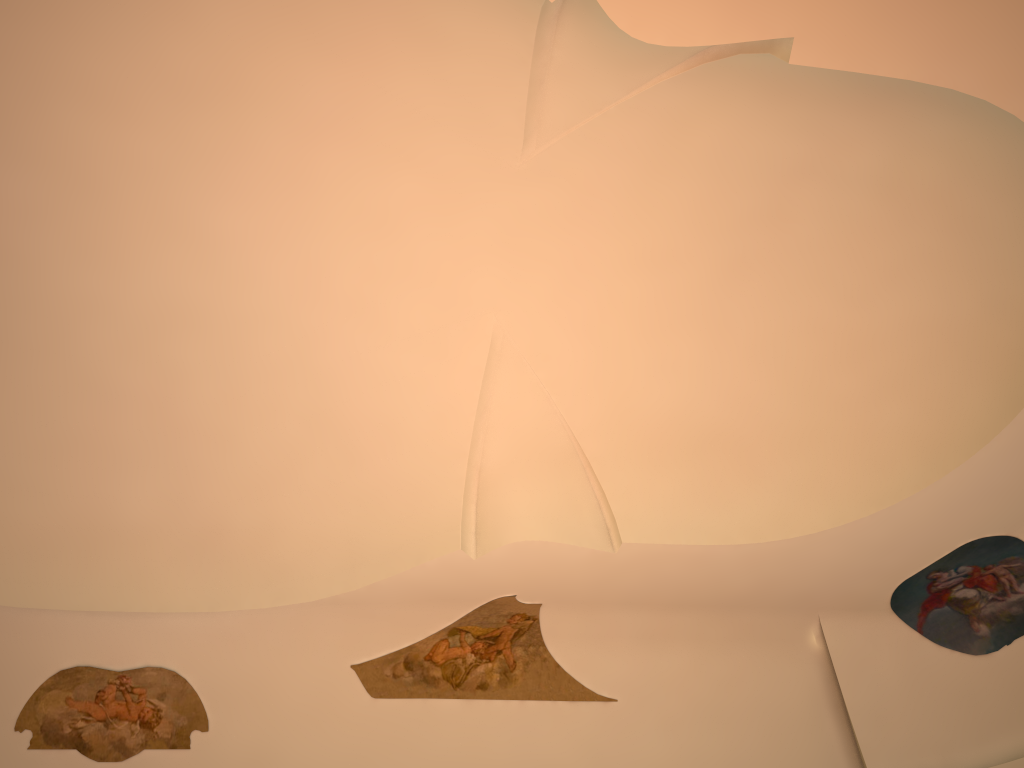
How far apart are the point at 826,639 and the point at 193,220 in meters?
7.6 m
